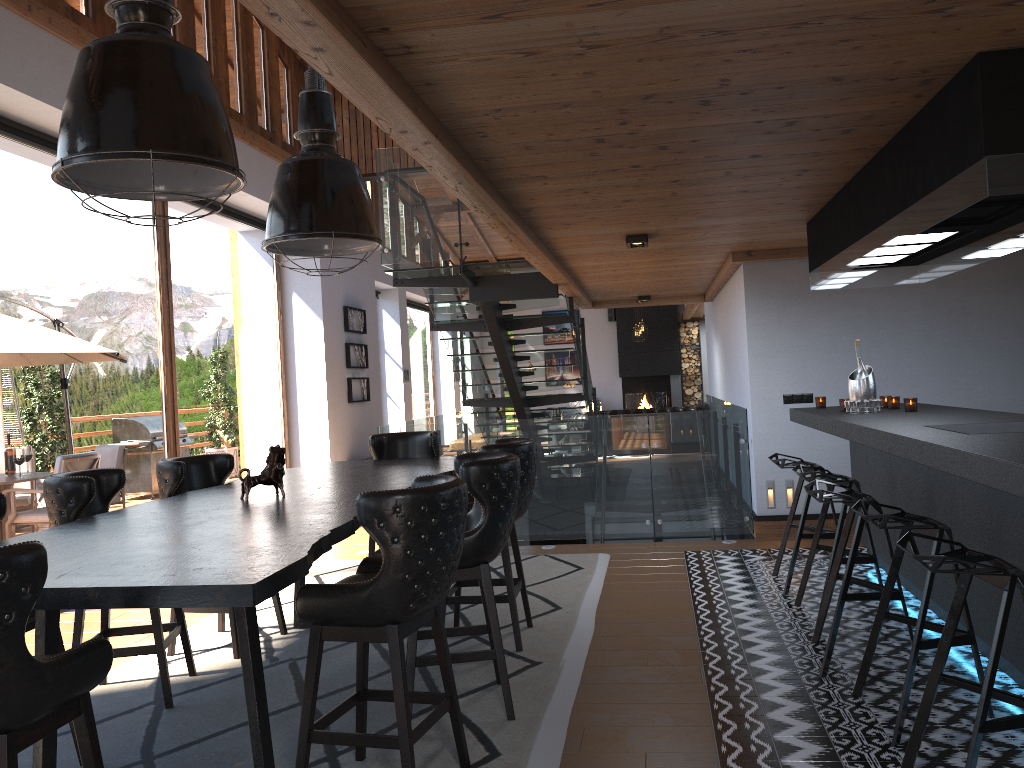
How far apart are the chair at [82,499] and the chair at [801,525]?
3.58m

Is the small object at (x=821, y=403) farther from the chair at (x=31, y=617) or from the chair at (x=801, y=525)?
the chair at (x=31, y=617)

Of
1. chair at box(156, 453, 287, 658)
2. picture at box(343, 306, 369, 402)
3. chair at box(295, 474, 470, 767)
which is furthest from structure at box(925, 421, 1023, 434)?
picture at box(343, 306, 369, 402)

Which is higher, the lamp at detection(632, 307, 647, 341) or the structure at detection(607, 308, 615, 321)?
the structure at detection(607, 308, 615, 321)

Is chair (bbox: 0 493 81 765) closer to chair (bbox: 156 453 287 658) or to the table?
the table

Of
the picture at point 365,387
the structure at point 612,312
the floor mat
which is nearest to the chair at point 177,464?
the floor mat

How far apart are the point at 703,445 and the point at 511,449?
3.3m

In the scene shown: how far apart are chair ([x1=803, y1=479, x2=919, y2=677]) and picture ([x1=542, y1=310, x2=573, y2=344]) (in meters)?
16.96

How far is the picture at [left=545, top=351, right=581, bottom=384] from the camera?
21.2m

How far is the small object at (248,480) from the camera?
4.14m
